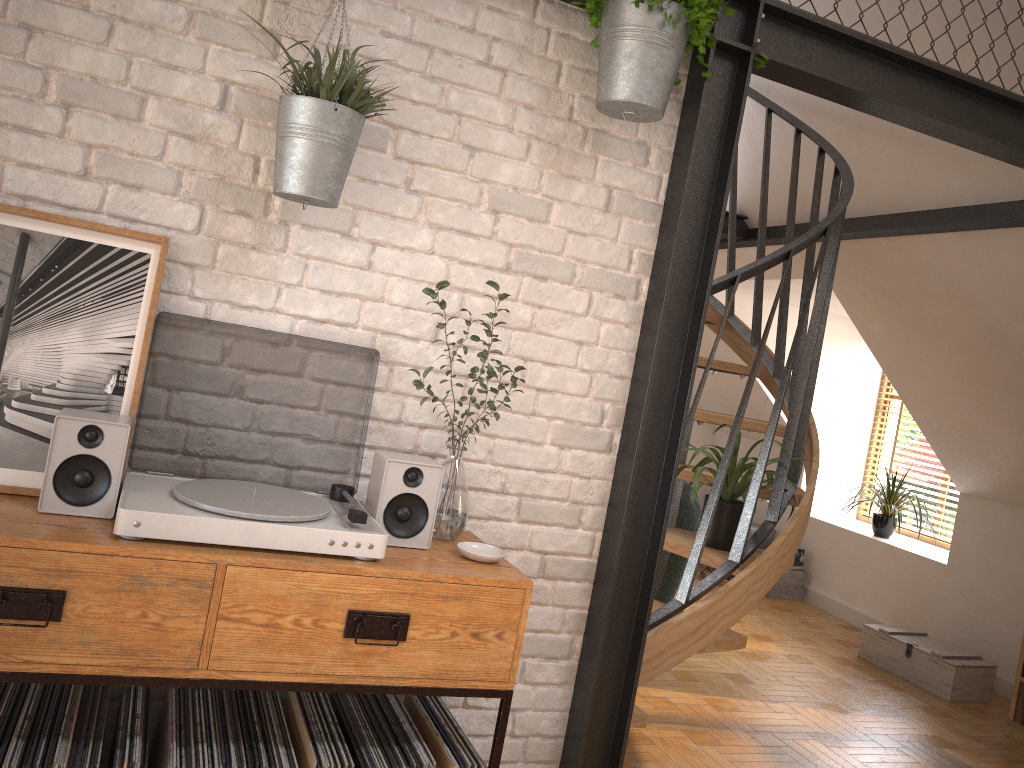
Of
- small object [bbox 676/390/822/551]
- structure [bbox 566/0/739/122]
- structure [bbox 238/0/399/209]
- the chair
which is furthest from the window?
structure [bbox 238/0/399/209]

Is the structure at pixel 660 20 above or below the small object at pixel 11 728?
above

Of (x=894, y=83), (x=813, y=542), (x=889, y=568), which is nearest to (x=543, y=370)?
(x=894, y=83)

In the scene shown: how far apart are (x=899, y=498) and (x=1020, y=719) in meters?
2.1 m

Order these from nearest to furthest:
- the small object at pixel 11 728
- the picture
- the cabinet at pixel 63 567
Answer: the cabinet at pixel 63 567
the small object at pixel 11 728
the picture

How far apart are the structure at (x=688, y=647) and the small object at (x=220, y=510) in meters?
1.0 m

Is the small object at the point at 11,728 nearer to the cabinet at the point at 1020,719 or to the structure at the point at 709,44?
the structure at the point at 709,44

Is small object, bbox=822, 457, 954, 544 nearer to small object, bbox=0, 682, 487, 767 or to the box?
the box

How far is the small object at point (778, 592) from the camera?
6.6 meters

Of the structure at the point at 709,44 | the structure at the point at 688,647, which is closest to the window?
the structure at the point at 688,647
